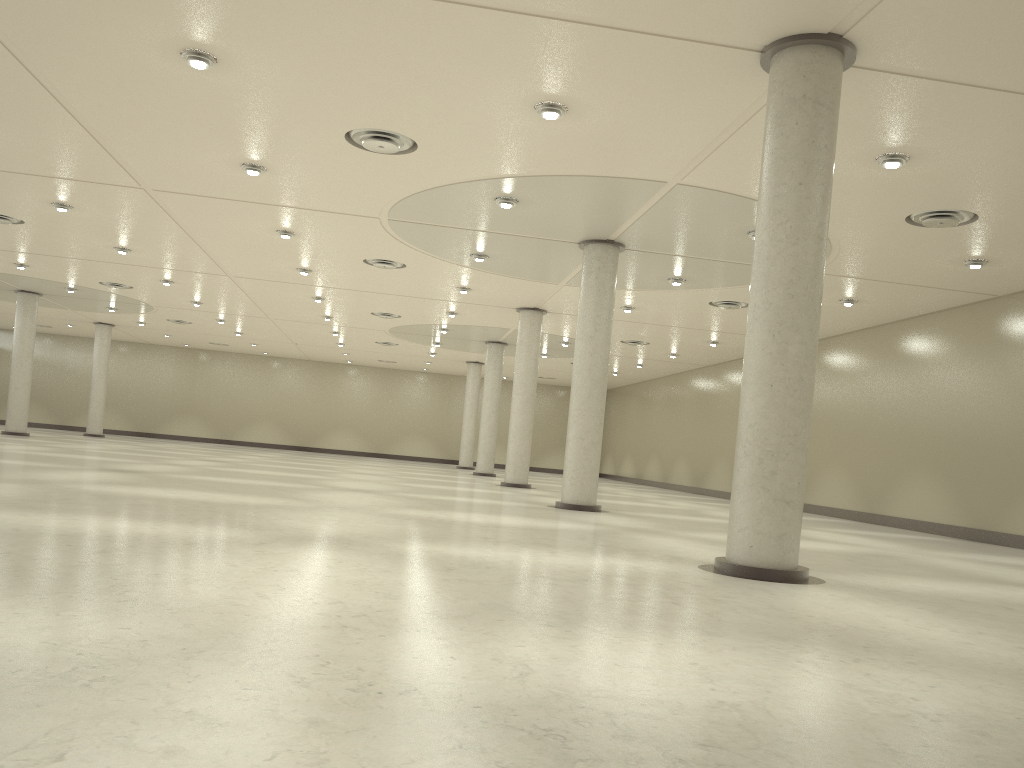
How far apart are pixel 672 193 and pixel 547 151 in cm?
602
